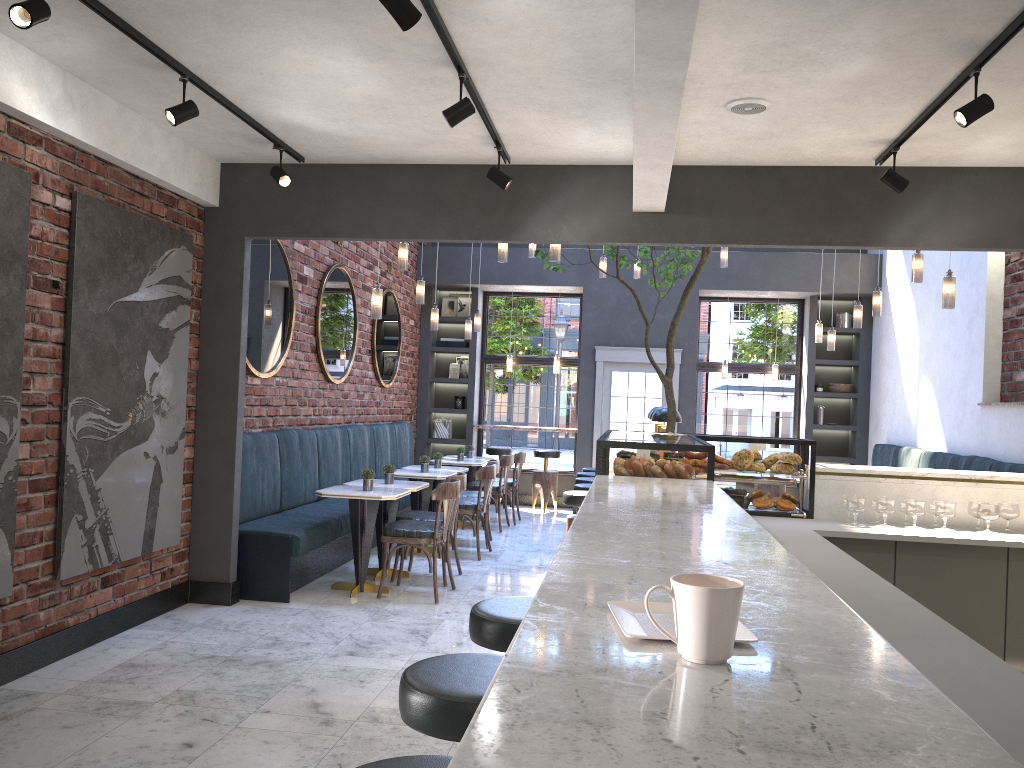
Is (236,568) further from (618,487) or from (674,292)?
(674,292)

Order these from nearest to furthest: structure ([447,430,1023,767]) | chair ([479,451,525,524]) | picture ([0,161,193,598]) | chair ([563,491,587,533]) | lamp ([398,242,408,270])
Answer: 1. structure ([447,430,1023,767])
2. picture ([0,161,193,598])
3. chair ([563,491,587,533])
4. lamp ([398,242,408,270])
5. chair ([479,451,525,524])

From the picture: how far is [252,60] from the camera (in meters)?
4.16

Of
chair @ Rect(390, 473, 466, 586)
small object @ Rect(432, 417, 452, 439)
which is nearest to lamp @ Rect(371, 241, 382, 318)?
chair @ Rect(390, 473, 466, 586)

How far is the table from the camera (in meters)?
6.43

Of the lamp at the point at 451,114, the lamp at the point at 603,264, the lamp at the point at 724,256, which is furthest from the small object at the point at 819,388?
the lamp at the point at 451,114

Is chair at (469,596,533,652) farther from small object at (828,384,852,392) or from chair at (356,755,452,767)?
small object at (828,384,852,392)

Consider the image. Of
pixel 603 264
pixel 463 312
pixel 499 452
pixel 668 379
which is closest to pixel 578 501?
pixel 668 379

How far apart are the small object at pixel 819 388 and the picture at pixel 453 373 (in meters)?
4.92

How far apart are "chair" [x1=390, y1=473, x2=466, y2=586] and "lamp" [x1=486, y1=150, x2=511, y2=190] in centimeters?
259cm
